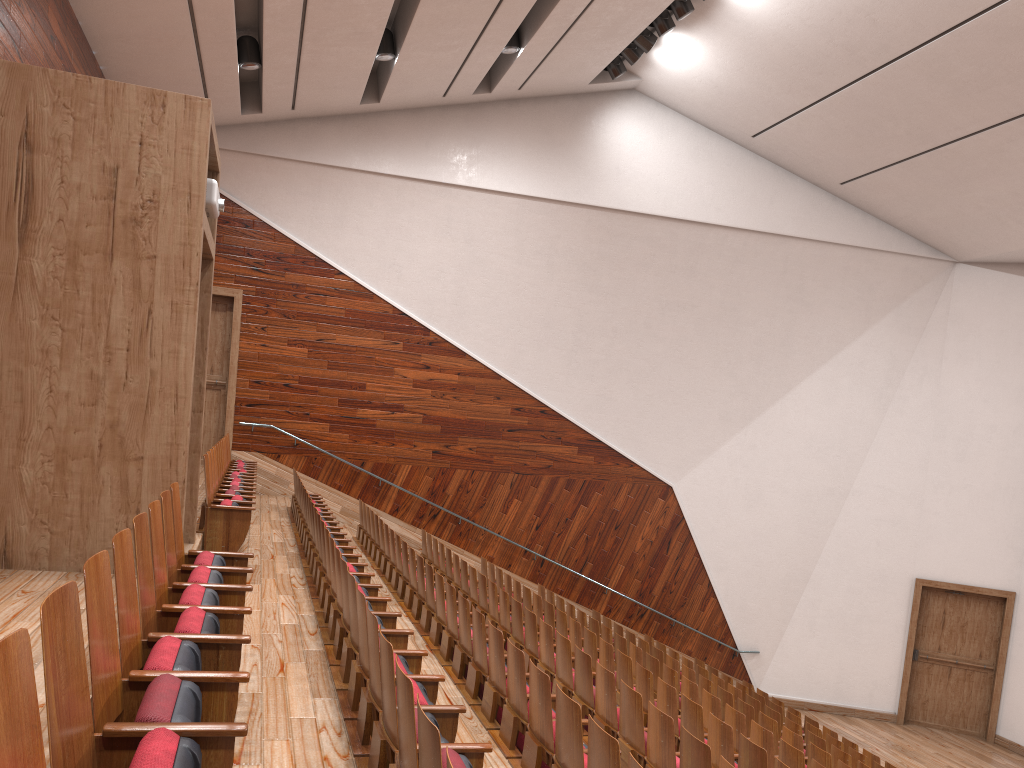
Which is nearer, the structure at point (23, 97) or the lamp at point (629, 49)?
the structure at point (23, 97)

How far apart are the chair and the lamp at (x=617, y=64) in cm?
68

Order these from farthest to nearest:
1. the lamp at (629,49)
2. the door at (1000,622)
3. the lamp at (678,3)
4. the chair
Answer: the door at (1000,622) < the lamp at (629,49) < the lamp at (678,3) < the chair

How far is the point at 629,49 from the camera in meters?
1.2 m

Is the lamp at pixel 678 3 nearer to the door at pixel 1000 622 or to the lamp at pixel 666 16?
the lamp at pixel 666 16

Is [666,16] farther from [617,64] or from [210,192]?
[210,192]

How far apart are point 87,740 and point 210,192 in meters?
0.4

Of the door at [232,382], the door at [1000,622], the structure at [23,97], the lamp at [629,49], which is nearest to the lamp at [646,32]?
the lamp at [629,49]

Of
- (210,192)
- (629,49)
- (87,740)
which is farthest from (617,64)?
(87,740)

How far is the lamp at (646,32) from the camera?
1.12m
